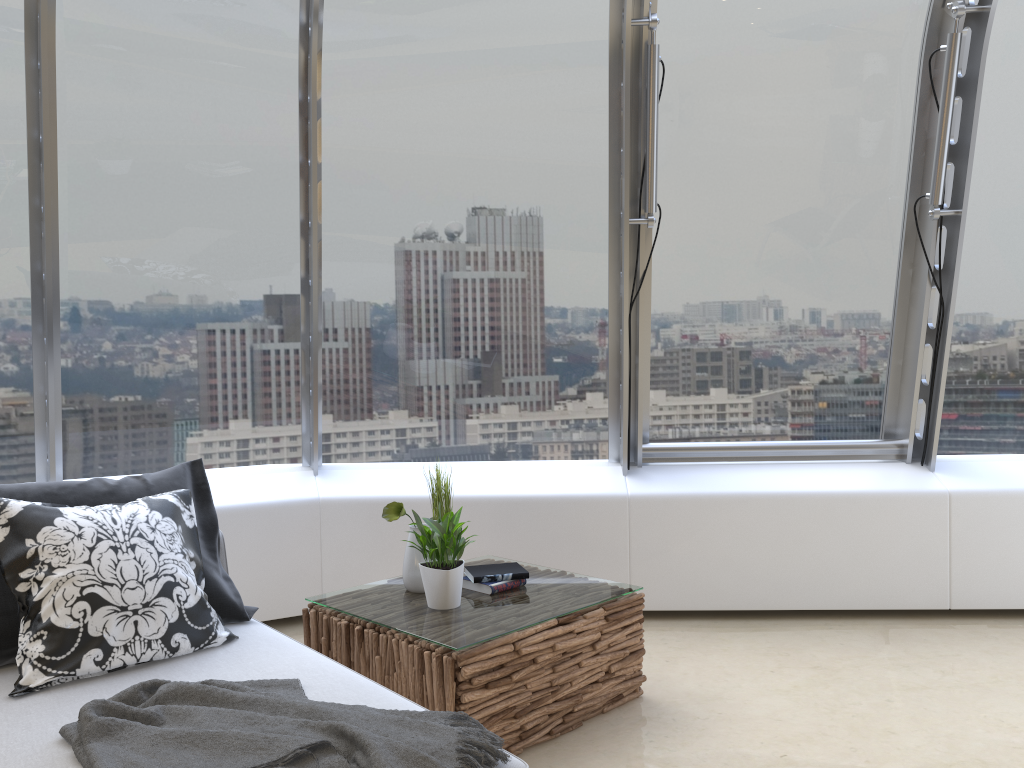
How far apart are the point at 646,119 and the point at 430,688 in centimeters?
264cm

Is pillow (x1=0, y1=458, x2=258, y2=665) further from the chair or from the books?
the books

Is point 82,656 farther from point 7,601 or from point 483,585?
point 483,585

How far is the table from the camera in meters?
2.8

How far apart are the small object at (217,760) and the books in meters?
1.1

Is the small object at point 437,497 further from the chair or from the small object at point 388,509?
the chair

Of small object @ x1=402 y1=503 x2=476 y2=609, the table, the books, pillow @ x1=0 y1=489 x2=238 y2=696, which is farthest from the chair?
the books

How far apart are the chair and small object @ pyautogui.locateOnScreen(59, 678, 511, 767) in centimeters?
2cm

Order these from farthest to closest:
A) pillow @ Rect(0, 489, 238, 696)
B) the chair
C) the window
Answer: the window
pillow @ Rect(0, 489, 238, 696)
the chair

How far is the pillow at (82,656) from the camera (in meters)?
2.42
